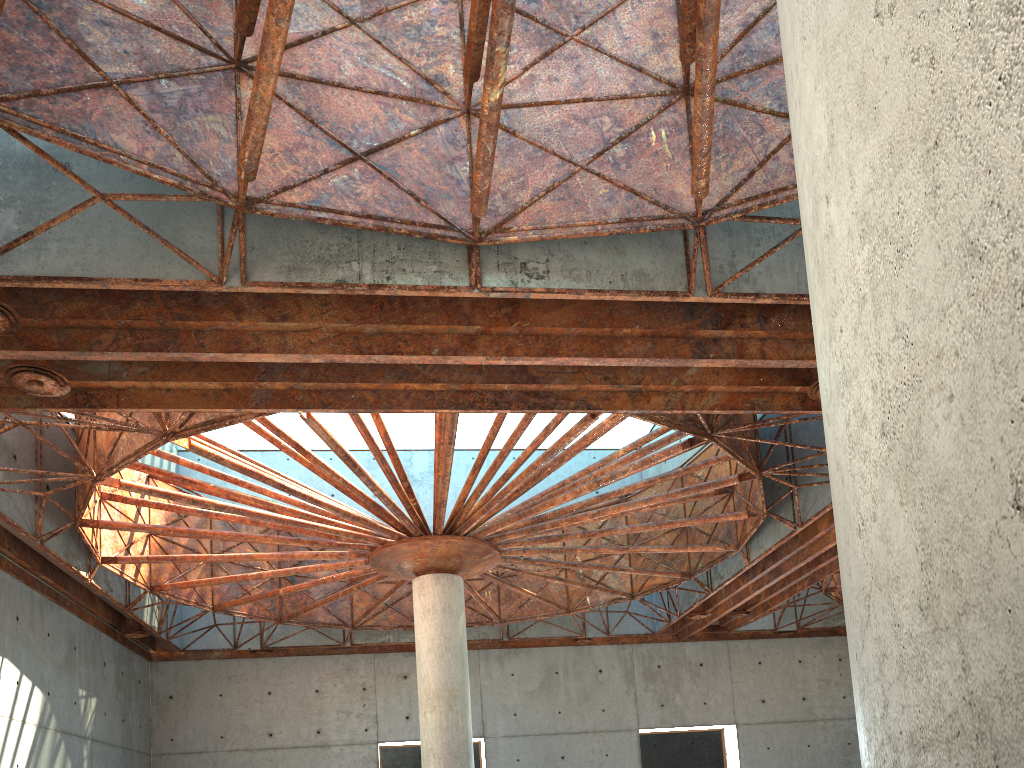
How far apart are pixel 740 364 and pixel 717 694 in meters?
31.9
